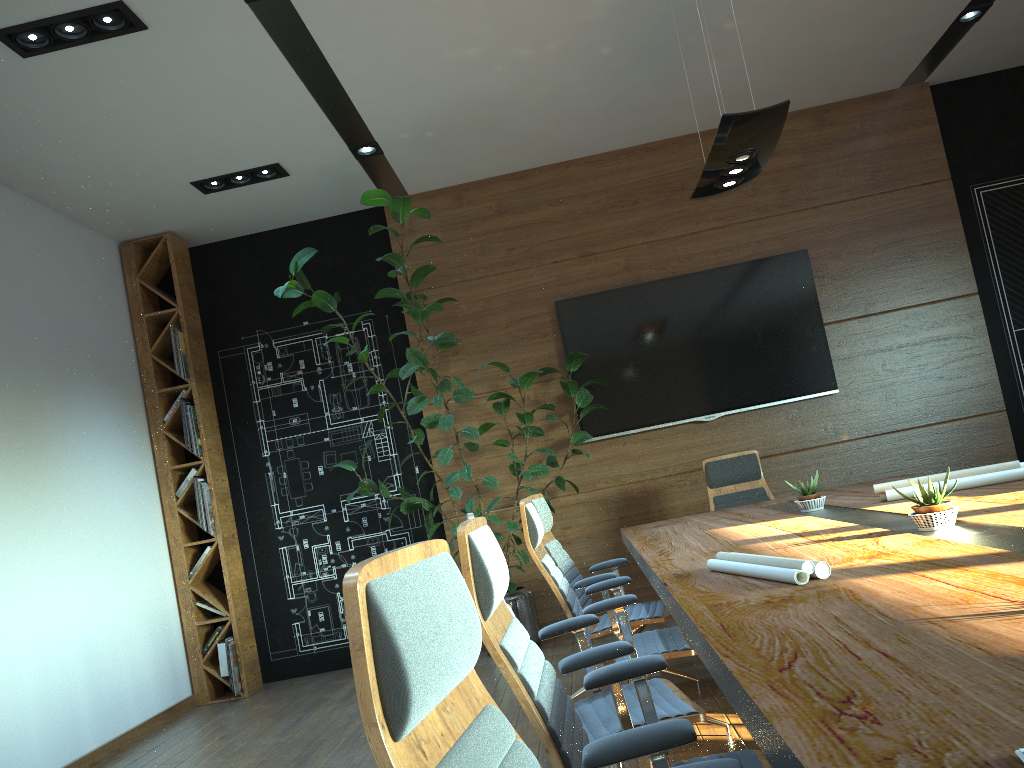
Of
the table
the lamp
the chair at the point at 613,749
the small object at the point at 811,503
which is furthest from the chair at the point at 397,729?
the lamp

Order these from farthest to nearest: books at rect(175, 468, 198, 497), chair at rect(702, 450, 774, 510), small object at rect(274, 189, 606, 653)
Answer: books at rect(175, 468, 198, 497) → chair at rect(702, 450, 774, 510) → small object at rect(274, 189, 606, 653)

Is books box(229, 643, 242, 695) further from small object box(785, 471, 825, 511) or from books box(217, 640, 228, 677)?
small object box(785, 471, 825, 511)

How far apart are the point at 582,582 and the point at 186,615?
3.90m

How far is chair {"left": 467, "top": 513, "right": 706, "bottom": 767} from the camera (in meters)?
2.46

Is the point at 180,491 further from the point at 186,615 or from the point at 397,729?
the point at 397,729

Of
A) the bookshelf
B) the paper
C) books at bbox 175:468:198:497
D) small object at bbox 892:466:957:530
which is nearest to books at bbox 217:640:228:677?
the bookshelf

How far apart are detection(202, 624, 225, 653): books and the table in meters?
3.5

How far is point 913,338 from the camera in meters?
7.0

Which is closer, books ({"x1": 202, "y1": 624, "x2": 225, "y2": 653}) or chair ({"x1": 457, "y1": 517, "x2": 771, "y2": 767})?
chair ({"x1": 457, "y1": 517, "x2": 771, "y2": 767})
